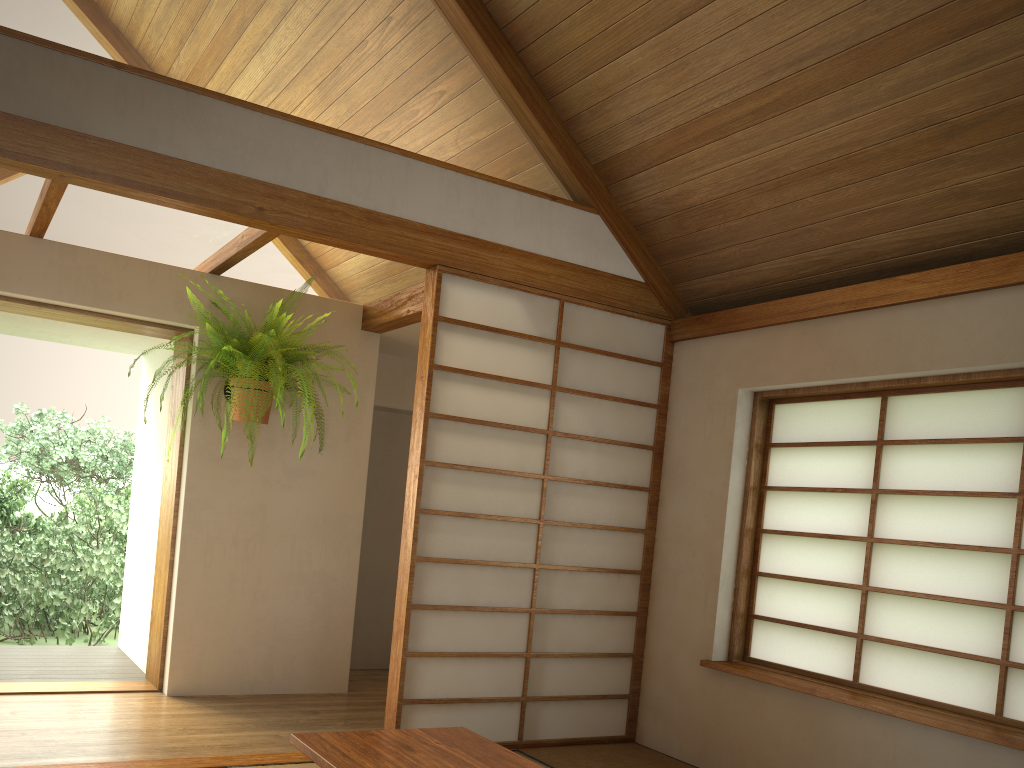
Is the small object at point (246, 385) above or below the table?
above

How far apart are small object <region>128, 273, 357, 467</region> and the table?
1.91m

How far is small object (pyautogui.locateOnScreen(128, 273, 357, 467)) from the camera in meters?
4.0 m

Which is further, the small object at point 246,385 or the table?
the small object at point 246,385

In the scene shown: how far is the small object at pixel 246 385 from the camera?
4.0m

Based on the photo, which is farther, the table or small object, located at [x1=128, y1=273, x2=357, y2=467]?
small object, located at [x1=128, y1=273, x2=357, y2=467]

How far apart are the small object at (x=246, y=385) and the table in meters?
1.9 m

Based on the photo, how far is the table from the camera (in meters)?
2.36

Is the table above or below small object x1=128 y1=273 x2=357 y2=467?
below
